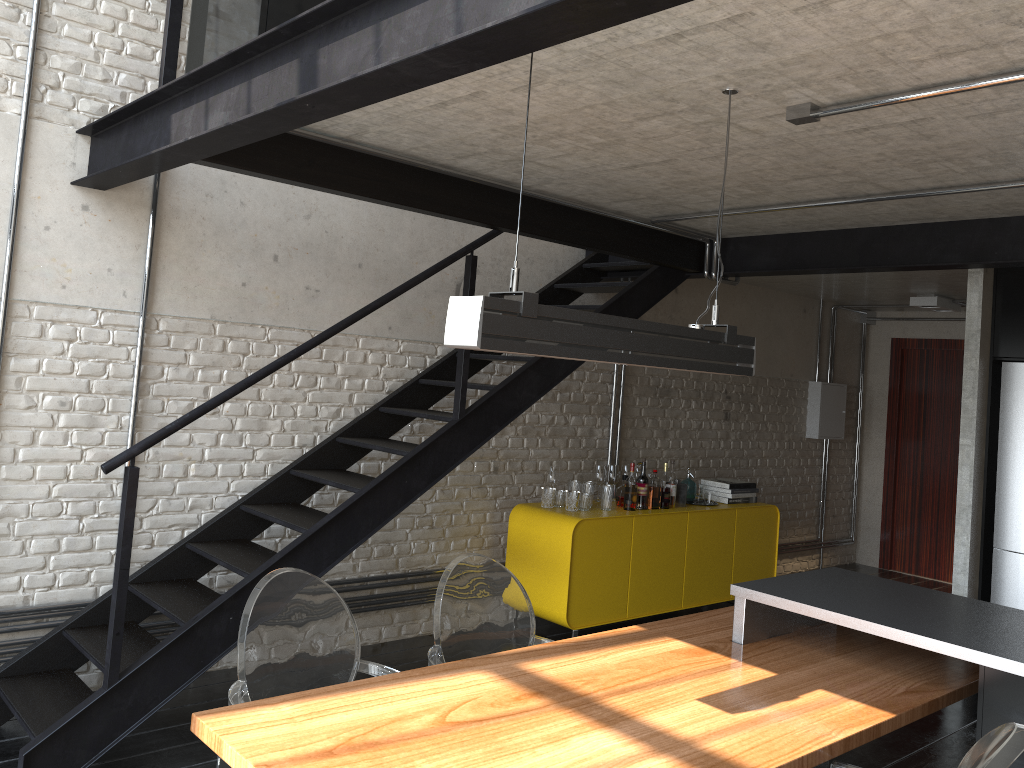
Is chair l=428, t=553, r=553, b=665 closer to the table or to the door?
the table

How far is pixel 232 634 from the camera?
3.5 meters

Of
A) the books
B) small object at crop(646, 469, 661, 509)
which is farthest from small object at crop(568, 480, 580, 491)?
the books

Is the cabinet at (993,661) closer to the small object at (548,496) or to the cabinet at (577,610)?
the cabinet at (577,610)

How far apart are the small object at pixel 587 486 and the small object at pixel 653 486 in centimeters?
45cm

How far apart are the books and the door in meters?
2.8

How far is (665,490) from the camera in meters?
5.9 m

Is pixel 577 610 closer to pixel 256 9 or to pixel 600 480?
pixel 600 480

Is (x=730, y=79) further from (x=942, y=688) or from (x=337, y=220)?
(x=337, y=220)

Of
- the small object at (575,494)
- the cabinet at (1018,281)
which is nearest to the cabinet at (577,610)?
the small object at (575,494)
